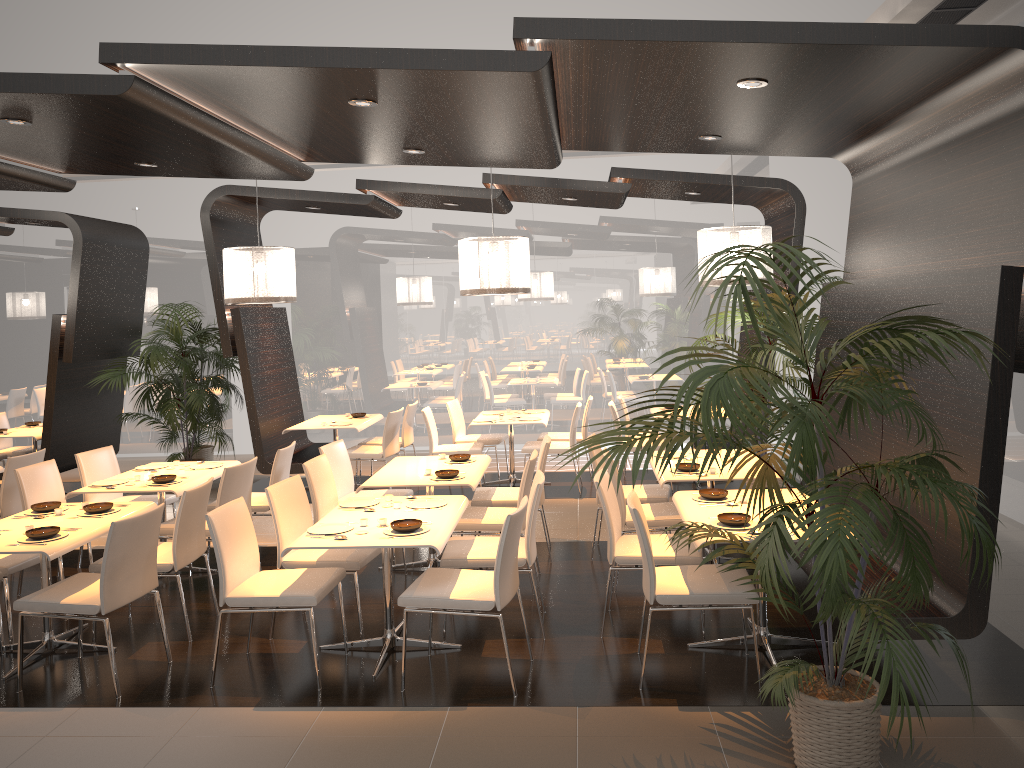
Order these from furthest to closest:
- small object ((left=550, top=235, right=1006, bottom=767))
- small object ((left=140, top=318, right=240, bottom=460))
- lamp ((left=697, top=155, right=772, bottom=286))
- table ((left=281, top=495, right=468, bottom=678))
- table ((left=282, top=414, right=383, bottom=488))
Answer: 1. small object ((left=140, top=318, right=240, bottom=460))
2. table ((left=282, top=414, right=383, bottom=488))
3. lamp ((left=697, top=155, right=772, bottom=286))
4. table ((left=281, top=495, right=468, bottom=678))
5. small object ((left=550, top=235, right=1006, bottom=767))

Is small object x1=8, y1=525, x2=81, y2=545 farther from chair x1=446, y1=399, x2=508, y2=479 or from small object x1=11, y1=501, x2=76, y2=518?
chair x1=446, y1=399, x2=508, y2=479

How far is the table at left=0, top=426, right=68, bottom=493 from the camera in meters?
9.2 m

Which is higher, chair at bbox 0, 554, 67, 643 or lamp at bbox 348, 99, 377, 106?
lamp at bbox 348, 99, 377, 106

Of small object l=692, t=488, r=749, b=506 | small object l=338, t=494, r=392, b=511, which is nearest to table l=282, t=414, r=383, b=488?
small object l=338, t=494, r=392, b=511

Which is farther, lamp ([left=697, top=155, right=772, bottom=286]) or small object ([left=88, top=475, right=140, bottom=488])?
lamp ([left=697, top=155, right=772, bottom=286])

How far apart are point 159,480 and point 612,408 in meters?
4.4

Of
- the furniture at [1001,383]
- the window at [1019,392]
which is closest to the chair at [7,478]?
the furniture at [1001,383]

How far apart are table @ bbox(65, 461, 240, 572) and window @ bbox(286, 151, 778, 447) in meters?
4.9

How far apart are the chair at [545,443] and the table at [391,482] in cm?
23
